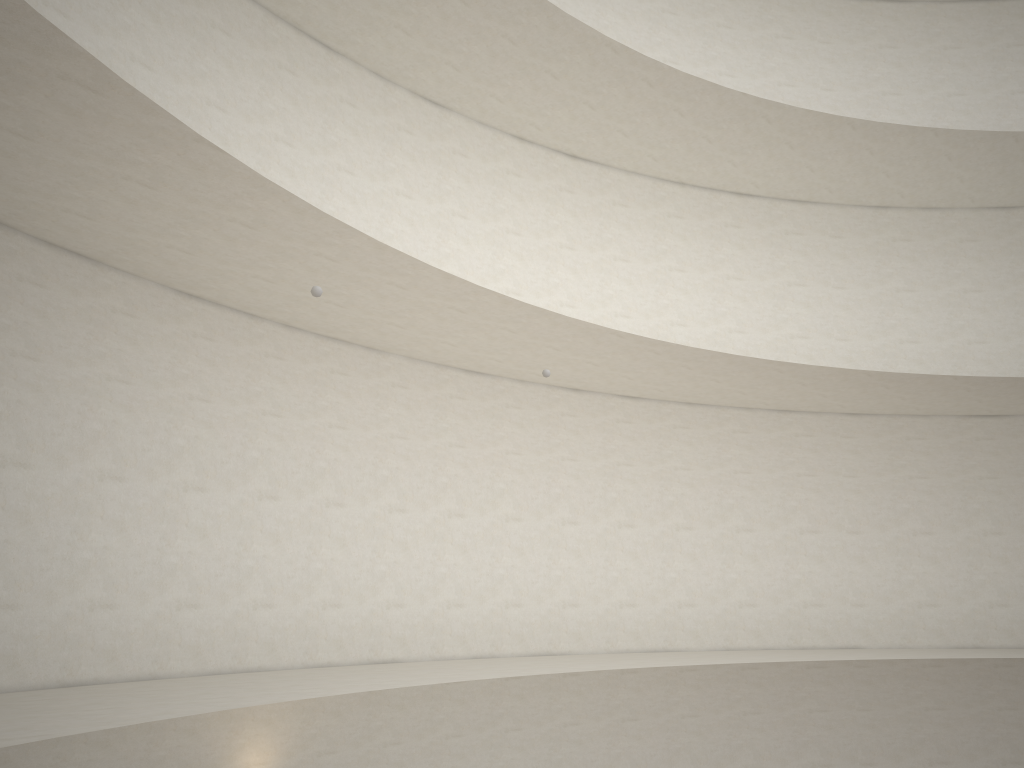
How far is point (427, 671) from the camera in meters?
10.0 m

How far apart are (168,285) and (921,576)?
13.2 meters

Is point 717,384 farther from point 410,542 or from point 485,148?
point 410,542
